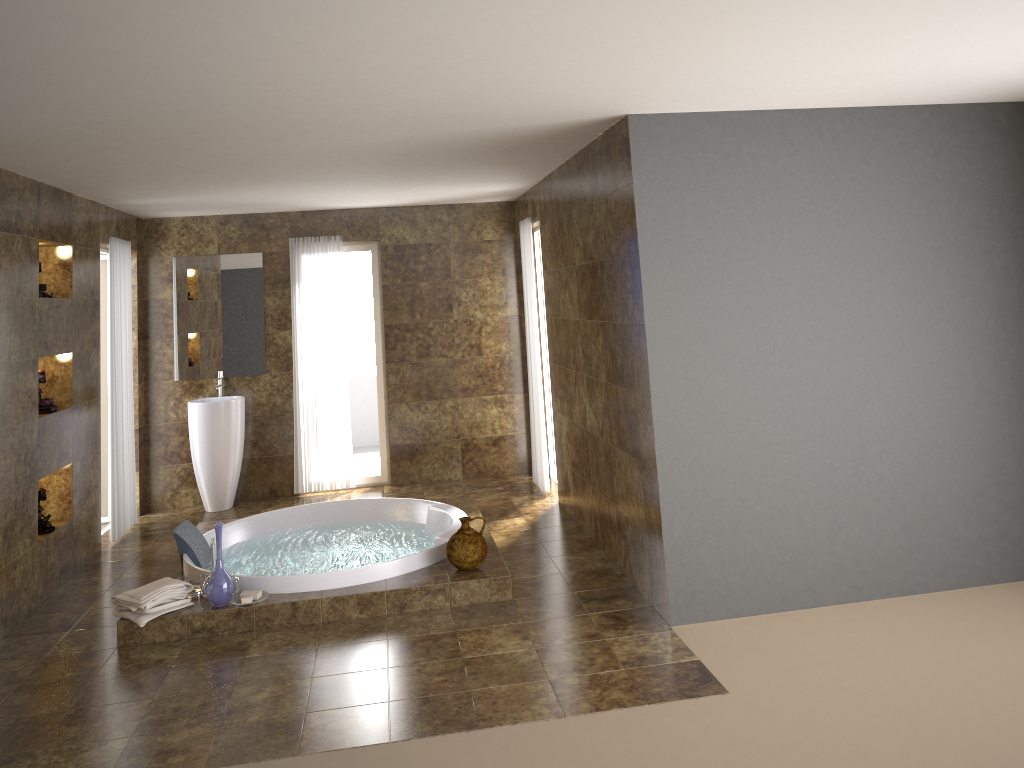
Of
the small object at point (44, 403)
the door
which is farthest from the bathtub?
the door

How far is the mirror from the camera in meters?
7.6 m

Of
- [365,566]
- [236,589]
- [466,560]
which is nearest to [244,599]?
[236,589]

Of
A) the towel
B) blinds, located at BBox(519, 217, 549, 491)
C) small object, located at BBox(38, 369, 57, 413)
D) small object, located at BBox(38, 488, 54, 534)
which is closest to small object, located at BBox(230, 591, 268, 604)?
the towel

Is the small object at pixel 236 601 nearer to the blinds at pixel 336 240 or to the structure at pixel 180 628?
the structure at pixel 180 628

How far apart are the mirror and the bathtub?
1.7m

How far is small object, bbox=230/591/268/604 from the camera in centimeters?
479cm

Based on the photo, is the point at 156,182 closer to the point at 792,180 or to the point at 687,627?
the point at 792,180

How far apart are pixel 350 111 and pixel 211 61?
1.0m

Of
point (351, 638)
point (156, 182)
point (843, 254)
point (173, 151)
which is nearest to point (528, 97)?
point (843, 254)
